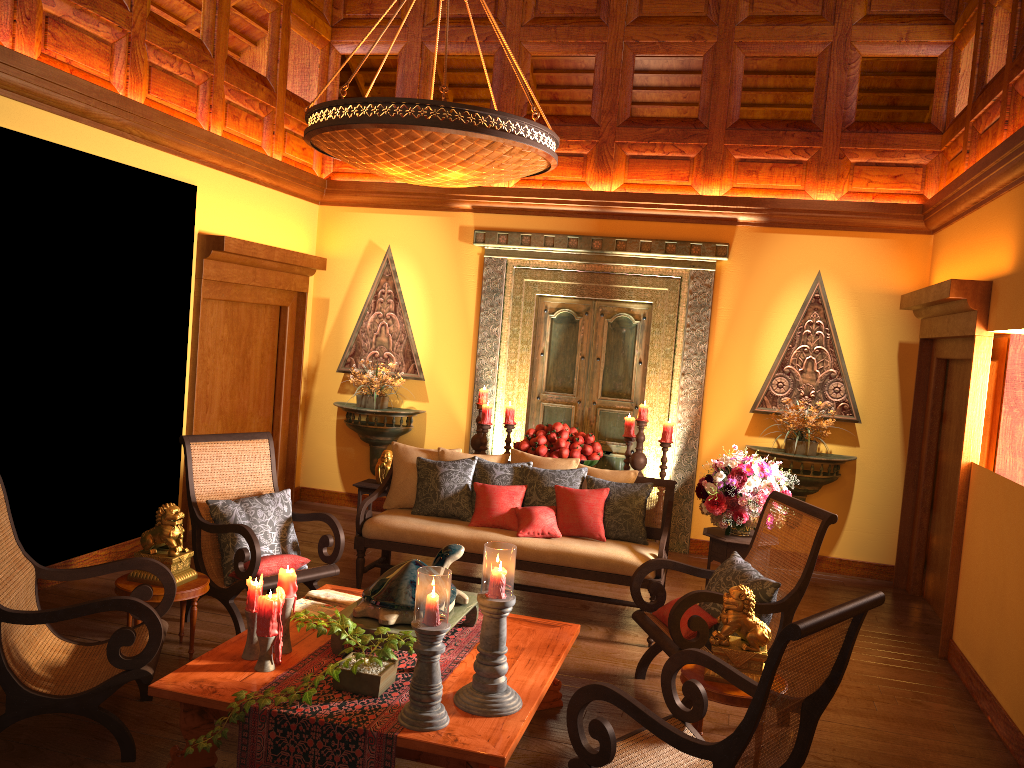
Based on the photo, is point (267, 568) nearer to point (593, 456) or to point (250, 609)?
point (250, 609)

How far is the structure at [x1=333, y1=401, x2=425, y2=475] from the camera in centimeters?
749cm

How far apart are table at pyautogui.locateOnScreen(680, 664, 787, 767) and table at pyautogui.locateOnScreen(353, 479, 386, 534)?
3.4m

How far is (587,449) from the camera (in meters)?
6.40

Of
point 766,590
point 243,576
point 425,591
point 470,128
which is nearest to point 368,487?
point 243,576

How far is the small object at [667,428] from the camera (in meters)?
6.54

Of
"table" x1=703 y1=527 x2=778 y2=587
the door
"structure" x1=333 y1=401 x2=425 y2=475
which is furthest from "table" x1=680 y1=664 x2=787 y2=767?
"structure" x1=333 y1=401 x2=425 y2=475

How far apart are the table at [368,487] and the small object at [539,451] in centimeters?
114cm

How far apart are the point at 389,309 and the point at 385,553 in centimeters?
263cm

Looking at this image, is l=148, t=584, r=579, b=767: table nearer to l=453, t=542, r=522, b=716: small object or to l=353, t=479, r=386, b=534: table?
l=453, t=542, r=522, b=716: small object
